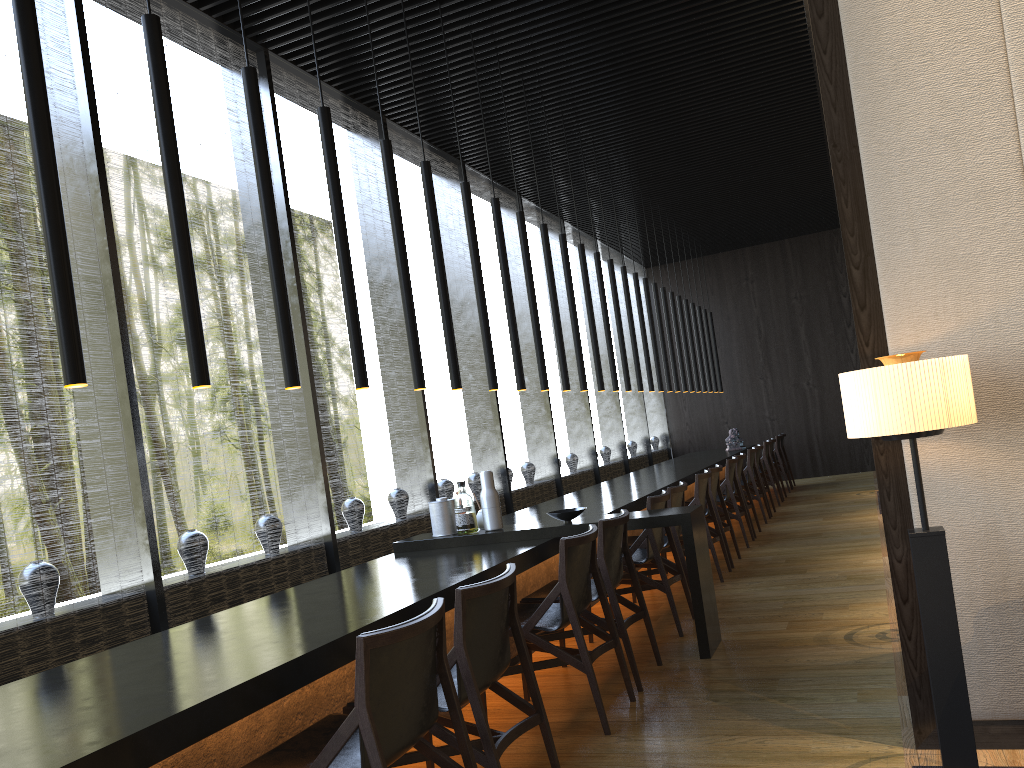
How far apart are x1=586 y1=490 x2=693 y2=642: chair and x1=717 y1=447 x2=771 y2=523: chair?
4.34m

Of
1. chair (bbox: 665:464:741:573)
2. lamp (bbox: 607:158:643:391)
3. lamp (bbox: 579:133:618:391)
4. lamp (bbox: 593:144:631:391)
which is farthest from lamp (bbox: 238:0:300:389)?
lamp (bbox: 607:158:643:391)

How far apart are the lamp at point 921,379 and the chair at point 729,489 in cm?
537

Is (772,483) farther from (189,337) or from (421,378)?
(189,337)

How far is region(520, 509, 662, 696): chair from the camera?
4.2m

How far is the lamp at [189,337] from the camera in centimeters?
297cm

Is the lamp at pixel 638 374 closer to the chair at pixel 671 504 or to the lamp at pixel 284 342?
the chair at pixel 671 504

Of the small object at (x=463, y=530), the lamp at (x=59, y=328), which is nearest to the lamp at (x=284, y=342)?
the lamp at (x=59, y=328)

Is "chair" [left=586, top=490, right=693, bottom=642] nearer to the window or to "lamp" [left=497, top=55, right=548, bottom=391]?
"lamp" [left=497, top=55, right=548, bottom=391]

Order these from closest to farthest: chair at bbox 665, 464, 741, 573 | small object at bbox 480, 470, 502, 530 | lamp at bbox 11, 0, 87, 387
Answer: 1. lamp at bbox 11, 0, 87, 387
2. small object at bbox 480, 470, 502, 530
3. chair at bbox 665, 464, 741, 573
